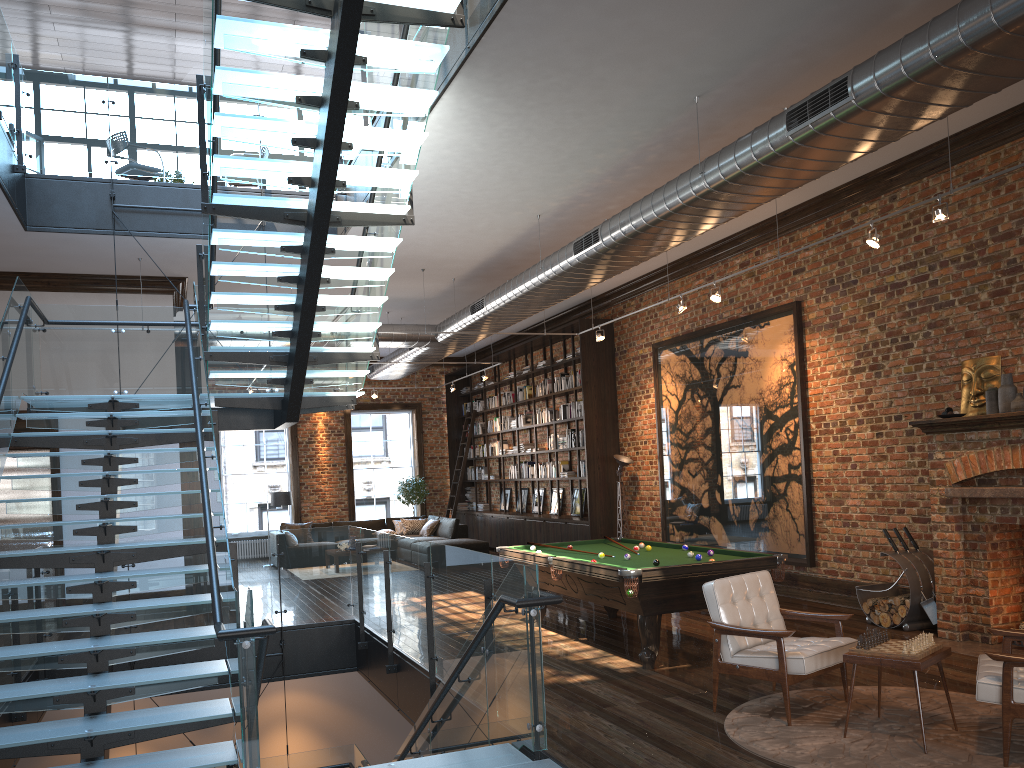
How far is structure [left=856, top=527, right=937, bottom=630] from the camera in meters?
8.0 m

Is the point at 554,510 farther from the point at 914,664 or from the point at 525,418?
the point at 914,664

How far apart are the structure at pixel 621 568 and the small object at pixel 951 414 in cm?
190

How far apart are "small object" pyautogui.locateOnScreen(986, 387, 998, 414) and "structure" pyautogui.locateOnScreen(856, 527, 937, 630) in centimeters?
152cm

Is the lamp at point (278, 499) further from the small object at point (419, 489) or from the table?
the table

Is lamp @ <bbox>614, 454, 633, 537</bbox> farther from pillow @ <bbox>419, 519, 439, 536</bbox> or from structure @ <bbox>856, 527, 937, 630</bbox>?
pillow @ <bbox>419, 519, 439, 536</bbox>

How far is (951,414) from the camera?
7.5m

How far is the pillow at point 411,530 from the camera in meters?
18.2

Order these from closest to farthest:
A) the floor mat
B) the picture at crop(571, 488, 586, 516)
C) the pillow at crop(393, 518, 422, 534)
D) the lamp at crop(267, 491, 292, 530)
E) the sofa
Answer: the floor mat < the picture at crop(571, 488, 586, 516) < the sofa < the lamp at crop(267, 491, 292, 530) < the pillow at crop(393, 518, 422, 534)

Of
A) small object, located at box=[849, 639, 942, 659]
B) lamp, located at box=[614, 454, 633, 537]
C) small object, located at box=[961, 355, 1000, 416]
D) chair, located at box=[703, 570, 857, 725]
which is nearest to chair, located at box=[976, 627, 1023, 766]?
small object, located at box=[849, 639, 942, 659]
